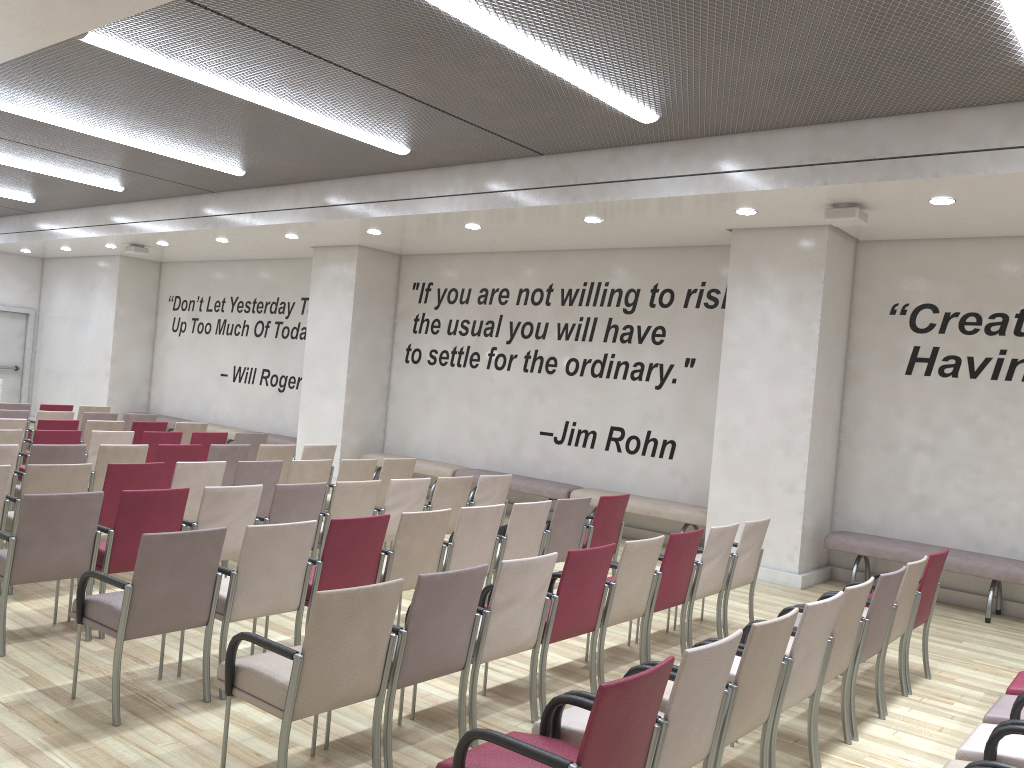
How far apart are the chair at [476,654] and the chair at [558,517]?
1.9m

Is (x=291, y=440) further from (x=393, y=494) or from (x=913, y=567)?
(x=913, y=567)

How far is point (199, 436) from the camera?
9.73m

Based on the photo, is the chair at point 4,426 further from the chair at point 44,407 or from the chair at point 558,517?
the chair at point 558,517

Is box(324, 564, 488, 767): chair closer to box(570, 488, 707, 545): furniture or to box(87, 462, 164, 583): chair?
box(87, 462, 164, 583): chair

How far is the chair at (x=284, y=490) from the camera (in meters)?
6.13

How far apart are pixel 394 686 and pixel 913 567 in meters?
3.2

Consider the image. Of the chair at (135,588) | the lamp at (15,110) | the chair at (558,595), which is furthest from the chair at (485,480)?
the lamp at (15,110)

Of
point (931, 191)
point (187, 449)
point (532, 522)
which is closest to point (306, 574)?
point (532, 522)

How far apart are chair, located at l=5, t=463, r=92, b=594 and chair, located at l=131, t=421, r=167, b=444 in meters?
4.4 m
